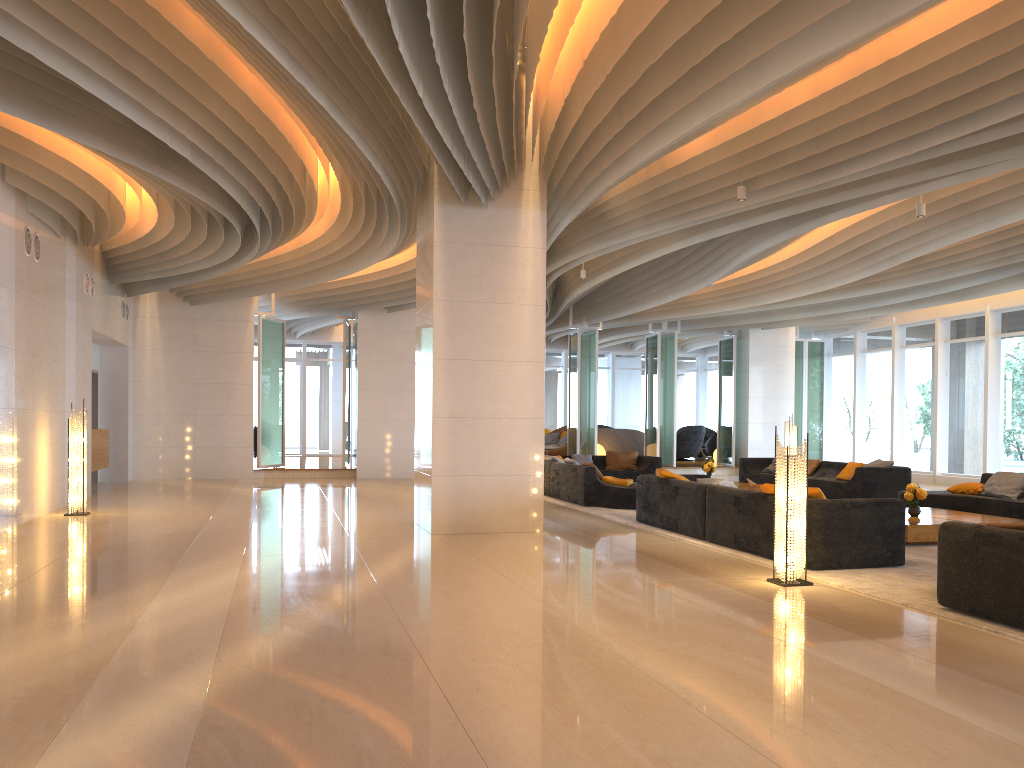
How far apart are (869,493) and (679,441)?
11.1m

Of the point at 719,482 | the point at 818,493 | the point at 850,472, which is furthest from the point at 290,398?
the point at 818,493

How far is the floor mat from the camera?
5.7 meters

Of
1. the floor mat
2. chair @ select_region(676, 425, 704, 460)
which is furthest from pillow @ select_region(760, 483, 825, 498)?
chair @ select_region(676, 425, 704, 460)

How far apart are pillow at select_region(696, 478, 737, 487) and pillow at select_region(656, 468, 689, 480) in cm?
68

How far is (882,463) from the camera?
13.9m

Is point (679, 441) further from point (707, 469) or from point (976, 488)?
point (976, 488)

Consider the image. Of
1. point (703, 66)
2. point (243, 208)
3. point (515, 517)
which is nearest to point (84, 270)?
point (243, 208)

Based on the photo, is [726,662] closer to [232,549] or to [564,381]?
[232,549]

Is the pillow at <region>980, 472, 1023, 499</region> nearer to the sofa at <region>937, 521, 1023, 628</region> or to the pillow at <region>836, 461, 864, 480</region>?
the pillow at <region>836, 461, 864, 480</region>
